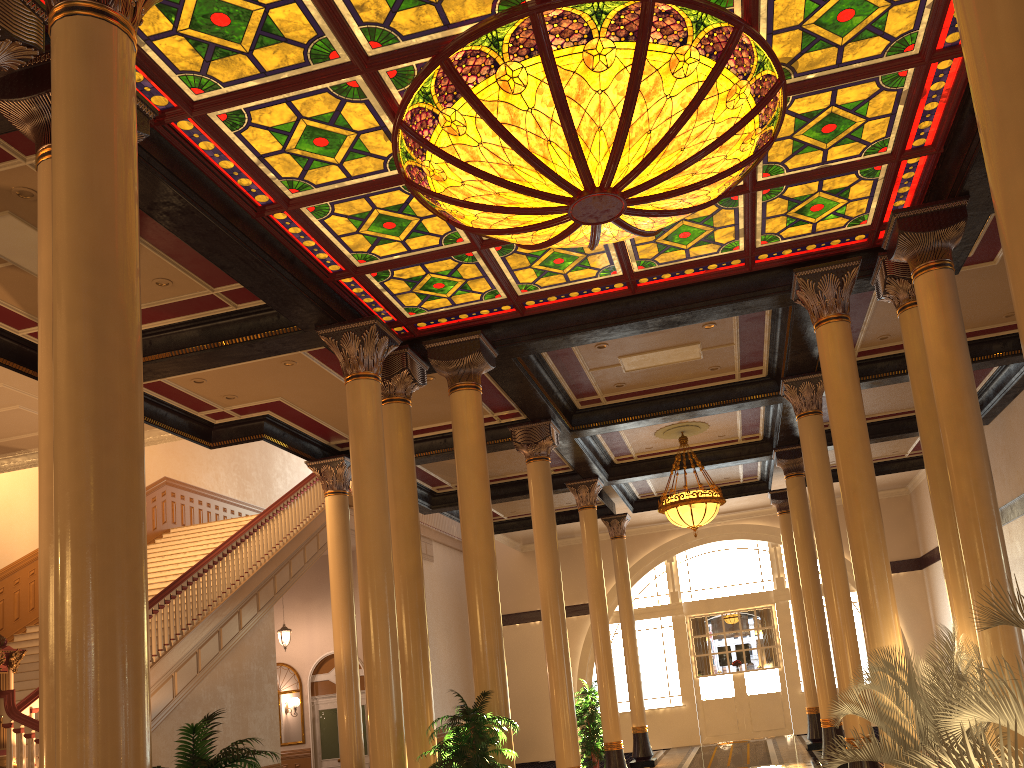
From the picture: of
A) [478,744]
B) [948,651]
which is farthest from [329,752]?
[948,651]

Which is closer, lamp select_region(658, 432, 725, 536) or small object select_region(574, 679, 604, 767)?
lamp select_region(658, 432, 725, 536)

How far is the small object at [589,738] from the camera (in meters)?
15.45

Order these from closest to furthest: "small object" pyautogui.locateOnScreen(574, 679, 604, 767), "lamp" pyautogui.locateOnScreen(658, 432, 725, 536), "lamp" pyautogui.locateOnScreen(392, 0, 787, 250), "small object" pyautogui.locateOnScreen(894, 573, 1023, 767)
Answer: "small object" pyautogui.locateOnScreen(894, 573, 1023, 767) → "lamp" pyautogui.locateOnScreen(392, 0, 787, 250) → "lamp" pyautogui.locateOnScreen(658, 432, 725, 536) → "small object" pyautogui.locateOnScreen(574, 679, 604, 767)

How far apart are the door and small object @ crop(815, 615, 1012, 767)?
14.3m

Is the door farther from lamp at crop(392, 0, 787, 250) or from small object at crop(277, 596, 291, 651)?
lamp at crop(392, 0, 787, 250)

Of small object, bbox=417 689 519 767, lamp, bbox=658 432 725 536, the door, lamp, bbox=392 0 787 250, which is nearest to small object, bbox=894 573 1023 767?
lamp, bbox=392 0 787 250

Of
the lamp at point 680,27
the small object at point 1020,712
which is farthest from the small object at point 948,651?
the lamp at point 680,27

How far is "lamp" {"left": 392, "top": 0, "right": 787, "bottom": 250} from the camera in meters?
5.8 m

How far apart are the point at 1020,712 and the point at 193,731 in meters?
3.5 m
